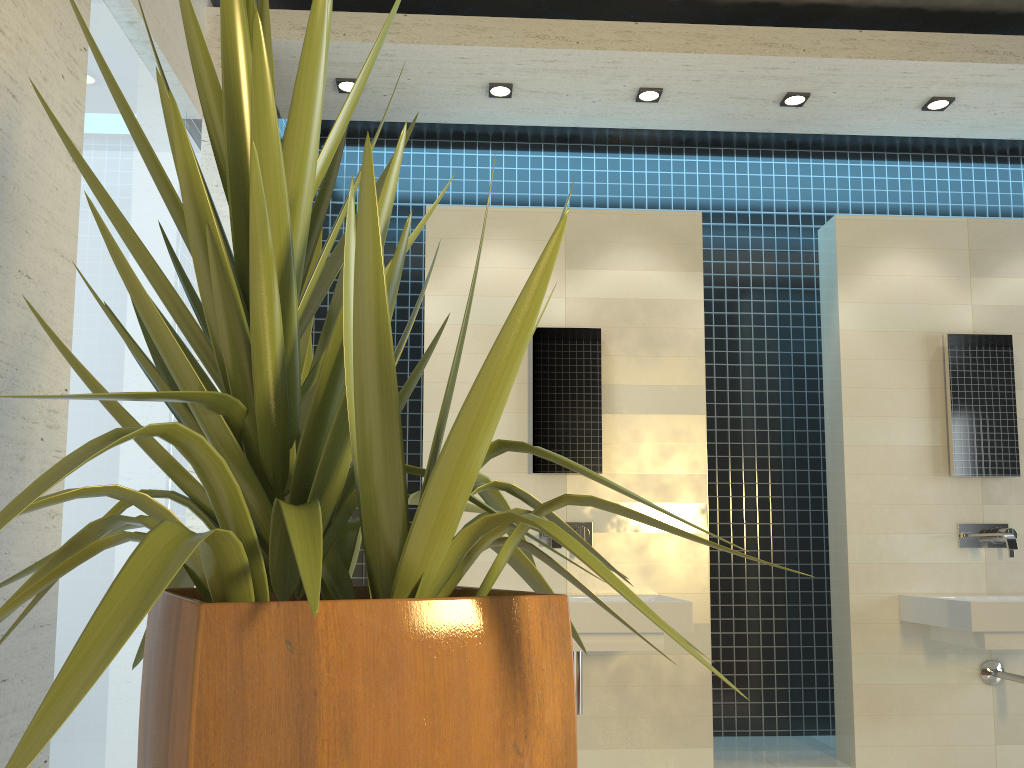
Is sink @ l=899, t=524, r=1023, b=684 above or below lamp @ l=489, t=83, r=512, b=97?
below

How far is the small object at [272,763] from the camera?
0.93m

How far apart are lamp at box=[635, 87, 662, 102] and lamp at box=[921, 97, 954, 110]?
1.23m

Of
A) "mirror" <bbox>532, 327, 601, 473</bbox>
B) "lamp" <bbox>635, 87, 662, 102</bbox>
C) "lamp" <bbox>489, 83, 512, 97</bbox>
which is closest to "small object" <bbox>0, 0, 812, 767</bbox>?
"mirror" <bbox>532, 327, 601, 473</bbox>

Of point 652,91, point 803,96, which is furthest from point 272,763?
point 803,96

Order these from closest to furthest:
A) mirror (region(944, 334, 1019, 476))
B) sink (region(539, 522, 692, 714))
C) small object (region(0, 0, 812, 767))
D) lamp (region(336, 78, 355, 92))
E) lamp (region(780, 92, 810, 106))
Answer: small object (region(0, 0, 812, 767))
sink (region(539, 522, 692, 714))
lamp (region(336, 78, 355, 92))
lamp (region(780, 92, 810, 106))
mirror (region(944, 334, 1019, 476))

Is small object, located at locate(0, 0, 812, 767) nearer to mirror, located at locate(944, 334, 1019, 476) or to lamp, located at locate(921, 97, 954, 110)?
mirror, located at locate(944, 334, 1019, 476)

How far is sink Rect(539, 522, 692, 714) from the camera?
3.3m

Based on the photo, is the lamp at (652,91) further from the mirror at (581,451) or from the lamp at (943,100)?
the lamp at (943,100)

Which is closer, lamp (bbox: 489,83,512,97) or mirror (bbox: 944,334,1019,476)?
lamp (bbox: 489,83,512,97)
